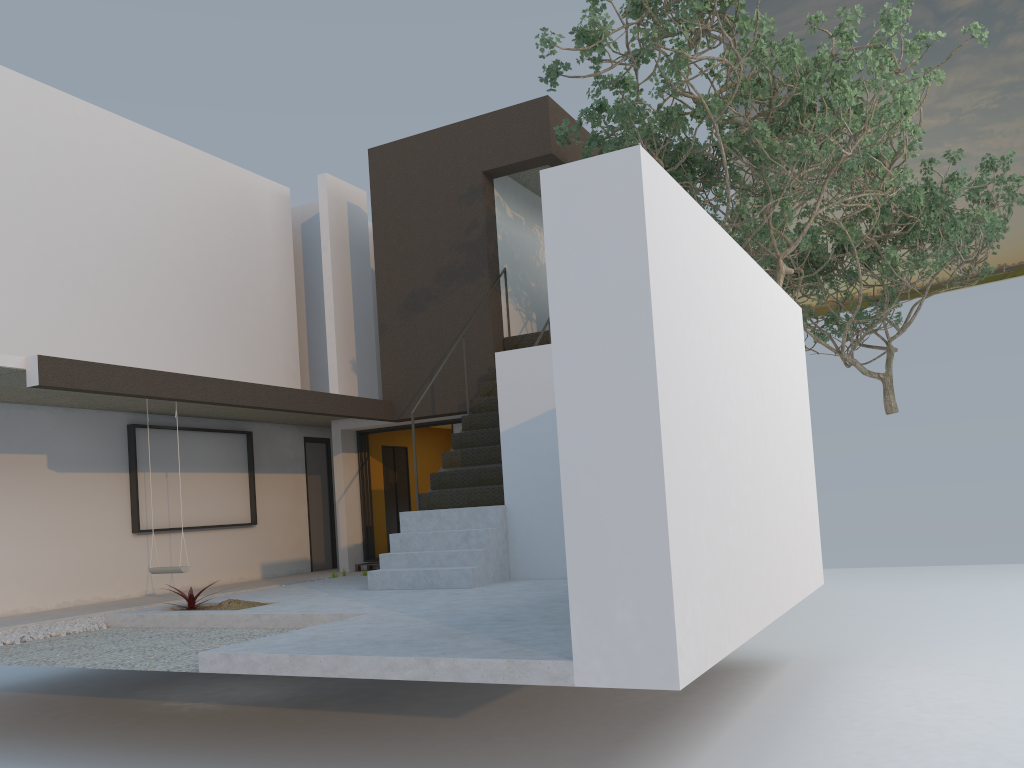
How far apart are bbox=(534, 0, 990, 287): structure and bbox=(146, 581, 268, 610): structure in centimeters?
535cm

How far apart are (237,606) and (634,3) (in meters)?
6.36

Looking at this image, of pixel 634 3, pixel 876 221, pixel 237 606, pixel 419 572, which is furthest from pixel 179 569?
pixel 876 221

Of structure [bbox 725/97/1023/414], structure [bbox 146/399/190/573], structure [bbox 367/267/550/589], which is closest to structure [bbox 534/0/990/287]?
structure [bbox 725/97/1023/414]

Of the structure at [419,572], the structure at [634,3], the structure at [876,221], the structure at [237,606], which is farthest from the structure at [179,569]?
the structure at [876,221]

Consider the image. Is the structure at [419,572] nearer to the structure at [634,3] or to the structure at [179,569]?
the structure at [179,569]

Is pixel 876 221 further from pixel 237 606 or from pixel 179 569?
pixel 179 569

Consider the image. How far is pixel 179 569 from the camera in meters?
8.7

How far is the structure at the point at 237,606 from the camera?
7.5 meters

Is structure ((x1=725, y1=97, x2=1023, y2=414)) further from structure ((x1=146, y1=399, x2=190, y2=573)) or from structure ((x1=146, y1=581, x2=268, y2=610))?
structure ((x1=146, y1=399, x2=190, y2=573))
